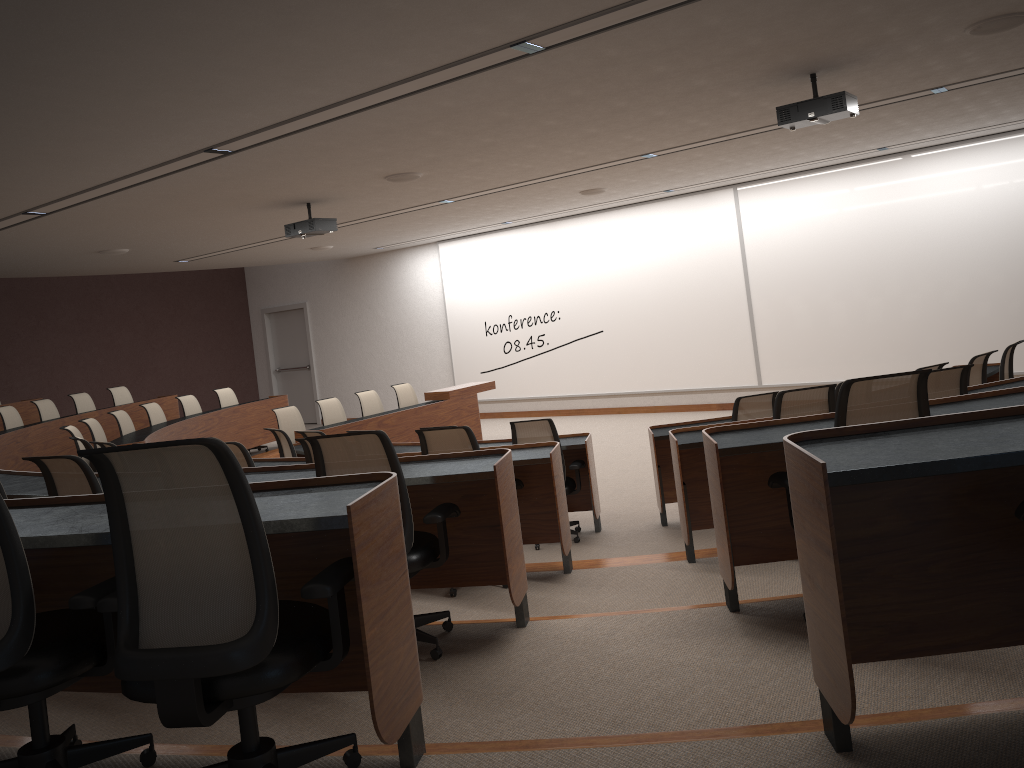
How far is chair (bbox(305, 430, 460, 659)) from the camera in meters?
3.4

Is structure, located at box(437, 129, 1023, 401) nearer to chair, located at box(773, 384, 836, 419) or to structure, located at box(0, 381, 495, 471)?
structure, located at box(0, 381, 495, 471)

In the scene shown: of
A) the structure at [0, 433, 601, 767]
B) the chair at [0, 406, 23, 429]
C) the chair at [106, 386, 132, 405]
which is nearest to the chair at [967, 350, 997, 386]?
the structure at [0, 433, 601, 767]

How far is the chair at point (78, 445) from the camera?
8.47m

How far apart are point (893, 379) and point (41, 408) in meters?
10.6 m

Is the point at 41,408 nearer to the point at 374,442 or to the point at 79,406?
the point at 79,406

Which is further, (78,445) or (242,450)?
(78,445)

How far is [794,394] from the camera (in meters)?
4.68

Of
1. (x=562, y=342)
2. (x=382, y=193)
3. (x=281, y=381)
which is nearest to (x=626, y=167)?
(x=382, y=193)

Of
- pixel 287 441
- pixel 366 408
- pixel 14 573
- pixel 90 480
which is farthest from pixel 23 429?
pixel 14 573
